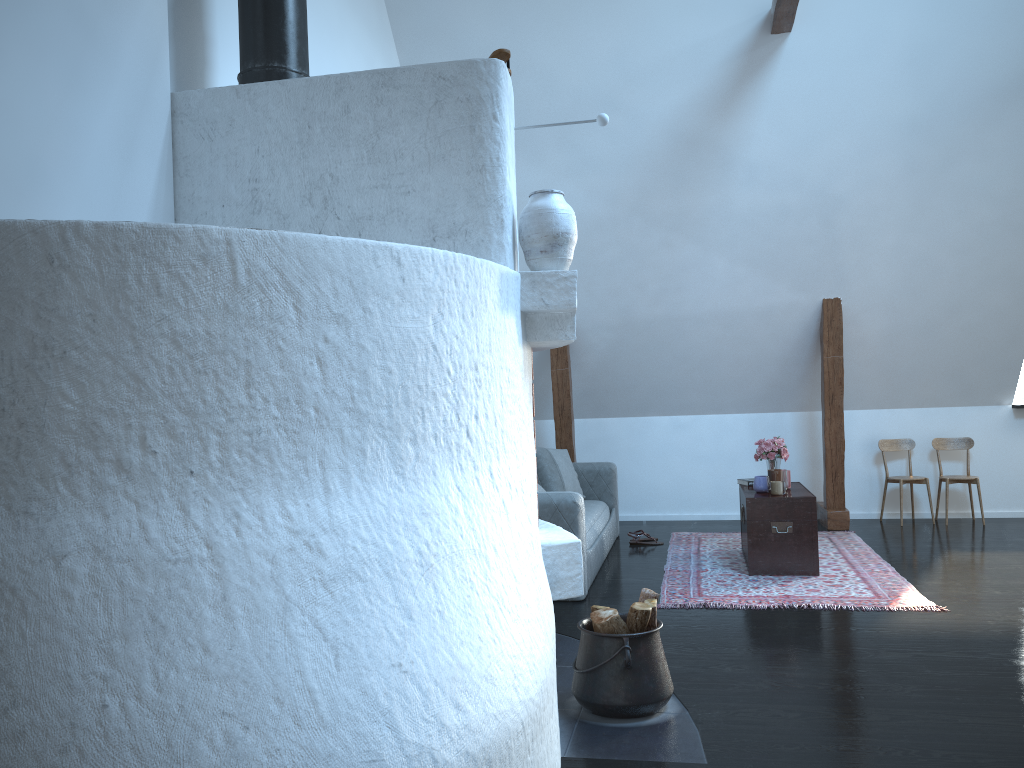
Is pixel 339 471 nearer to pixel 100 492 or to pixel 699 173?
pixel 100 492

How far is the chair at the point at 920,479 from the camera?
7.3m

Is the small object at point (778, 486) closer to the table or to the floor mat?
the table

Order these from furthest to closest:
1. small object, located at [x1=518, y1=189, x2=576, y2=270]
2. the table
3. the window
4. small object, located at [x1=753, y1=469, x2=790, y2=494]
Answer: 1. the window
2. small object, located at [x1=753, y1=469, x2=790, y2=494]
3. the table
4. small object, located at [x1=518, y1=189, x2=576, y2=270]

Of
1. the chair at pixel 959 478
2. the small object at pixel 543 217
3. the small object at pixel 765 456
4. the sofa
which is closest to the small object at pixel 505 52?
the small object at pixel 543 217

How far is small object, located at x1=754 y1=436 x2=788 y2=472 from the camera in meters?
6.1

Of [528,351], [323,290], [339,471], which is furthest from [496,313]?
[339,471]

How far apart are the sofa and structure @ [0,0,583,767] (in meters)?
1.47

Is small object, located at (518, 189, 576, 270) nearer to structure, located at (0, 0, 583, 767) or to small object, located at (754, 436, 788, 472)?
structure, located at (0, 0, 583, 767)

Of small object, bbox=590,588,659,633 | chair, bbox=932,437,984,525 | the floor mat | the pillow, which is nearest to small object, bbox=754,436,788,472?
the floor mat
